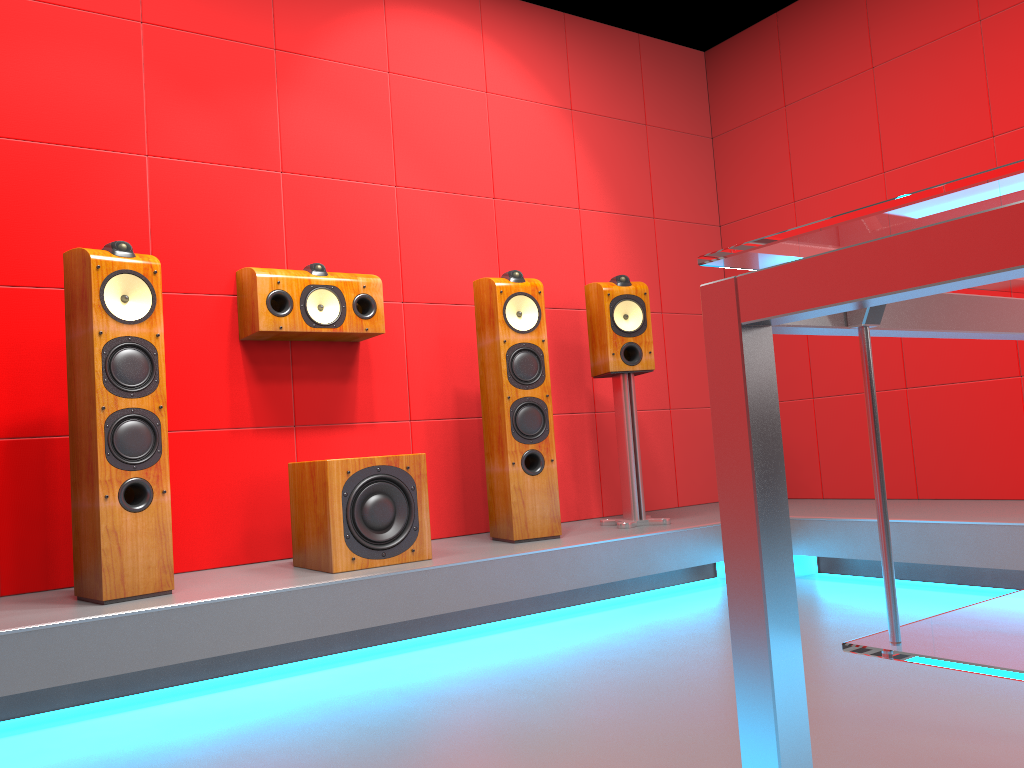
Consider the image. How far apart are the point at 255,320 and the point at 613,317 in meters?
1.4 m

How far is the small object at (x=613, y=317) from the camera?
3.7 meters

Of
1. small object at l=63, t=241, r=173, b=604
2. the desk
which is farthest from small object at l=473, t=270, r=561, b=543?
the desk

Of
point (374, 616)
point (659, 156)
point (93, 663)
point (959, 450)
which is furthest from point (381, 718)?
point (659, 156)

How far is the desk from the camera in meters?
0.4 m

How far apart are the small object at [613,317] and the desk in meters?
3.0

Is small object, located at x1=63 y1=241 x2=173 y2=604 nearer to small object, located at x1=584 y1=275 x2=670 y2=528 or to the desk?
small object, located at x1=584 y1=275 x2=670 y2=528

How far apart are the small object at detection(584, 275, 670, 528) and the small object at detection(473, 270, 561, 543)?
0.3m

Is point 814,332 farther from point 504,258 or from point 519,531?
point 504,258

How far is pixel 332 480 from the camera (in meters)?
2.83
